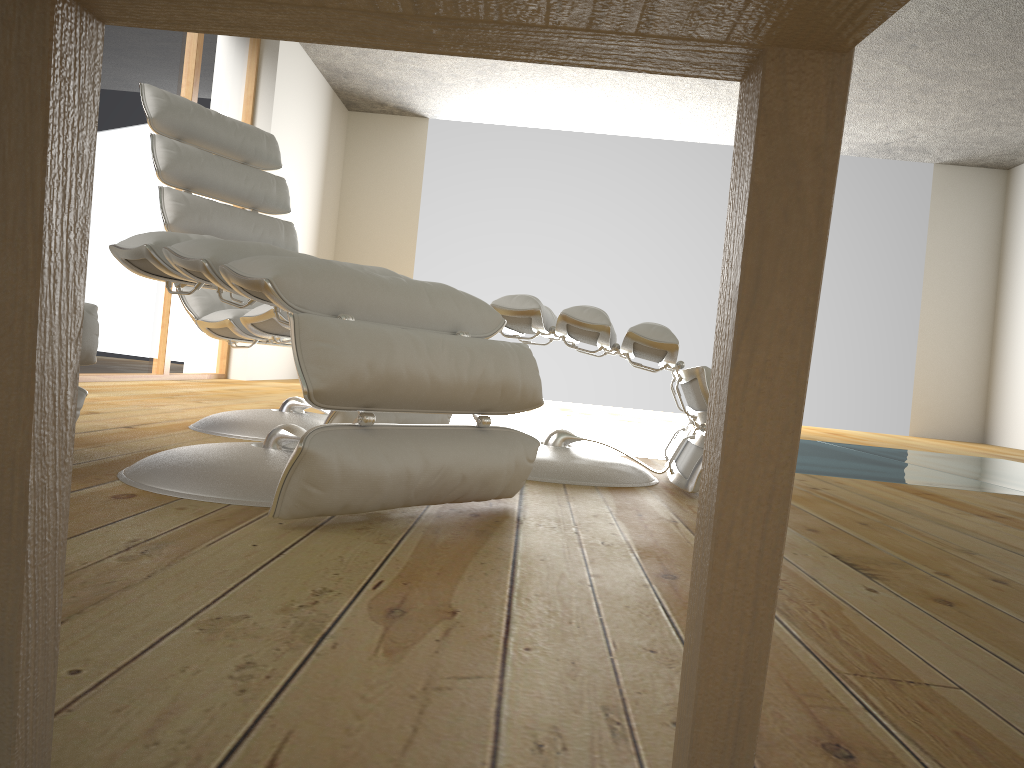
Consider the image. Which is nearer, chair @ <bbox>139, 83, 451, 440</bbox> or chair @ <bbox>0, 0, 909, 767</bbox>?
chair @ <bbox>0, 0, 909, 767</bbox>

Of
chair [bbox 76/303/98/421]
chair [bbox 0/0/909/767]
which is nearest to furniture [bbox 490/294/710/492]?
chair [bbox 76/303/98/421]

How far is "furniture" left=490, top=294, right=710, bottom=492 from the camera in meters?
2.0

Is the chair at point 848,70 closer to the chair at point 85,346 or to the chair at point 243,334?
the chair at point 85,346

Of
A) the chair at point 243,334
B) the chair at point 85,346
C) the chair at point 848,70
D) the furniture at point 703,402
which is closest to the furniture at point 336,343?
the chair at point 85,346

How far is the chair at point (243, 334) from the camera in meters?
2.4 m

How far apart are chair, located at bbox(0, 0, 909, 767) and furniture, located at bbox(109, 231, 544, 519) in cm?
78

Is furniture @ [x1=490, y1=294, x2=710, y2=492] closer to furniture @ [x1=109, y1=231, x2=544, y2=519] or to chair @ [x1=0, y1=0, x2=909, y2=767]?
furniture @ [x1=109, y1=231, x2=544, y2=519]

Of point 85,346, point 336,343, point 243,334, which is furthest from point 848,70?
point 243,334

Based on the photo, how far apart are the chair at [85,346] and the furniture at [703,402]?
0.8 meters
